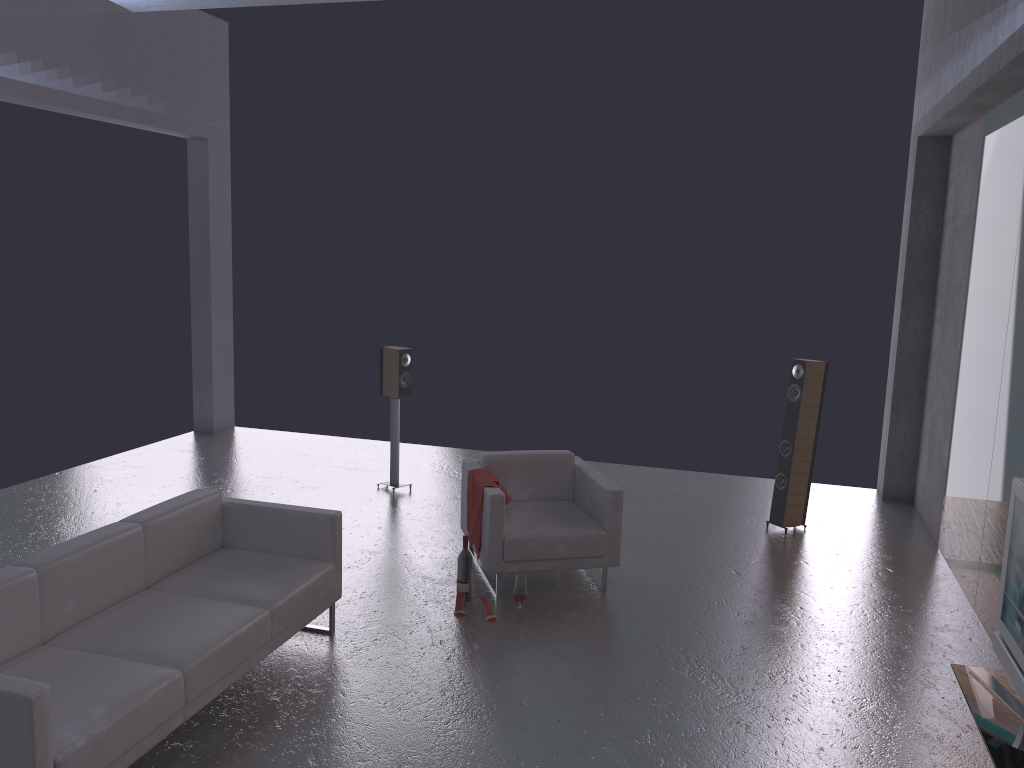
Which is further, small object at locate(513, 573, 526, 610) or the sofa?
small object at locate(513, 573, 526, 610)

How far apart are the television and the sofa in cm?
324

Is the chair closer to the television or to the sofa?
the sofa

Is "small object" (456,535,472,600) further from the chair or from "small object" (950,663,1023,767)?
"small object" (950,663,1023,767)

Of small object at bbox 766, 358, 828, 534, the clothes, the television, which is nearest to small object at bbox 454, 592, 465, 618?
the clothes

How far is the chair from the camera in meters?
5.9 m

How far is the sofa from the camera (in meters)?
3.41

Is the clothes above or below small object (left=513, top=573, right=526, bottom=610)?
above

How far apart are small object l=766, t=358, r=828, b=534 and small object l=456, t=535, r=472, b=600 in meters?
3.0

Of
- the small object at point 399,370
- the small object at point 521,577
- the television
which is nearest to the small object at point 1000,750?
the television
